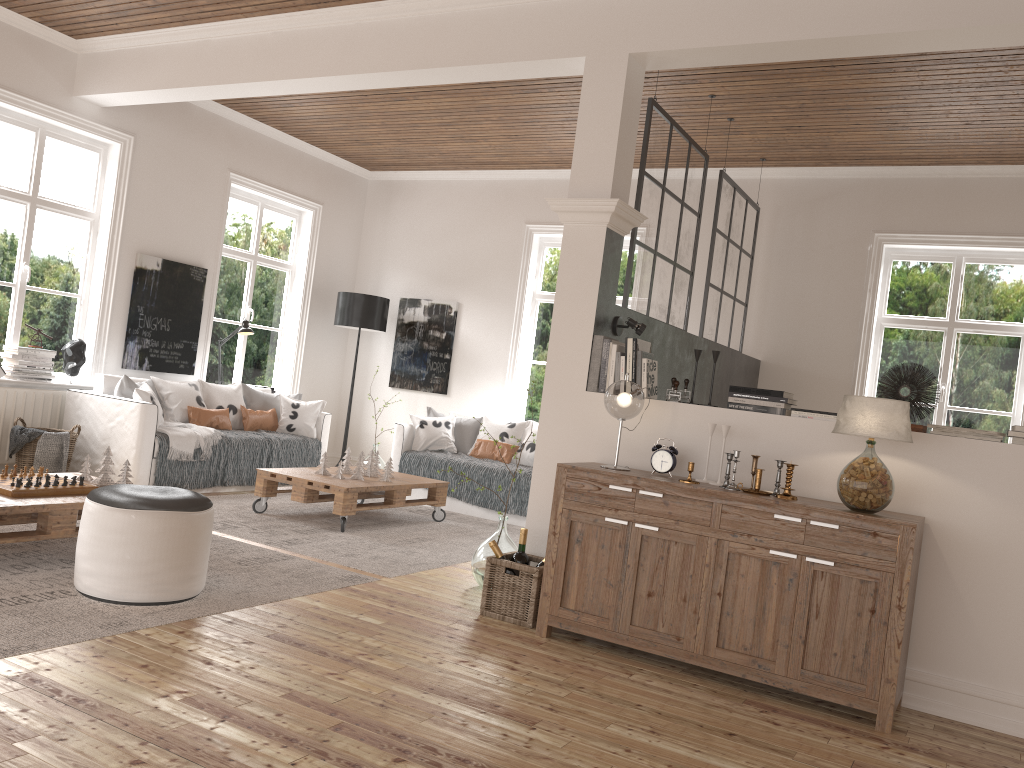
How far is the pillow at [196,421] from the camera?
6.79m

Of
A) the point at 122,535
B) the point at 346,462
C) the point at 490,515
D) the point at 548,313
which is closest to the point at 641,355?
the point at 122,535

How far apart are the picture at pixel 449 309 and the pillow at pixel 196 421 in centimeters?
215cm

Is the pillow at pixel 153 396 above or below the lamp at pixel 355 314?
below

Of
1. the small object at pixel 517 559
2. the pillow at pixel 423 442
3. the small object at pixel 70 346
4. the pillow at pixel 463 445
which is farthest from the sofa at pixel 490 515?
the small object at pixel 517 559

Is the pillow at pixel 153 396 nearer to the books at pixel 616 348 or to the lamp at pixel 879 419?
the books at pixel 616 348

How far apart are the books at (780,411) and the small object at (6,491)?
3.0 meters

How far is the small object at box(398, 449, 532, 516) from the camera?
6.8m

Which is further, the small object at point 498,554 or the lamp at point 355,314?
the lamp at point 355,314

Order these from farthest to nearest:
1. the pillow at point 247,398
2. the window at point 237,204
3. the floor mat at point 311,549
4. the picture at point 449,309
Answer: the picture at point 449,309 < the window at point 237,204 < the pillow at point 247,398 < the floor mat at point 311,549
